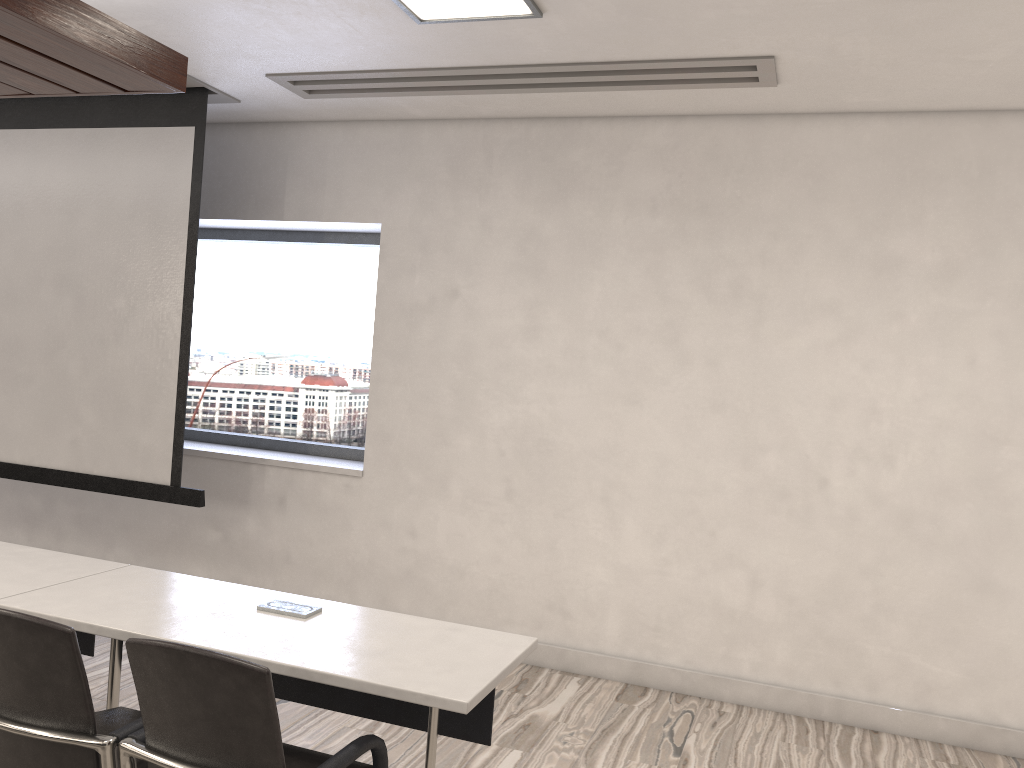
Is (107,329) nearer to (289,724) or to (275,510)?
(275,510)

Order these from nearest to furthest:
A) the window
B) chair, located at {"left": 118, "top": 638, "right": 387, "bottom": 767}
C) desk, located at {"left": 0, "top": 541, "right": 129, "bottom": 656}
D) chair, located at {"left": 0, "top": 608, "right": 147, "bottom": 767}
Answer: chair, located at {"left": 118, "top": 638, "right": 387, "bottom": 767}
chair, located at {"left": 0, "top": 608, "right": 147, "bottom": 767}
desk, located at {"left": 0, "top": 541, "right": 129, "bottom": 656}
the window

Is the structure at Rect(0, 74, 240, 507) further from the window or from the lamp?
the lamp

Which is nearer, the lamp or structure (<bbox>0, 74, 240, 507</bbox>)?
the lamp

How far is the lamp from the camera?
3.29m

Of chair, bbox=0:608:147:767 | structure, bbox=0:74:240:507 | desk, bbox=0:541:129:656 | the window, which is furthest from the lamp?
chair, bbox=0:608:147:767

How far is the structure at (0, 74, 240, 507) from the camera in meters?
4.8

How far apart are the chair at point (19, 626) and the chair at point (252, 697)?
0.0 meters

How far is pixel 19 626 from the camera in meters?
2.0 m

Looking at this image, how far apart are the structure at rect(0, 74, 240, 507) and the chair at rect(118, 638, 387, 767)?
2.45m
